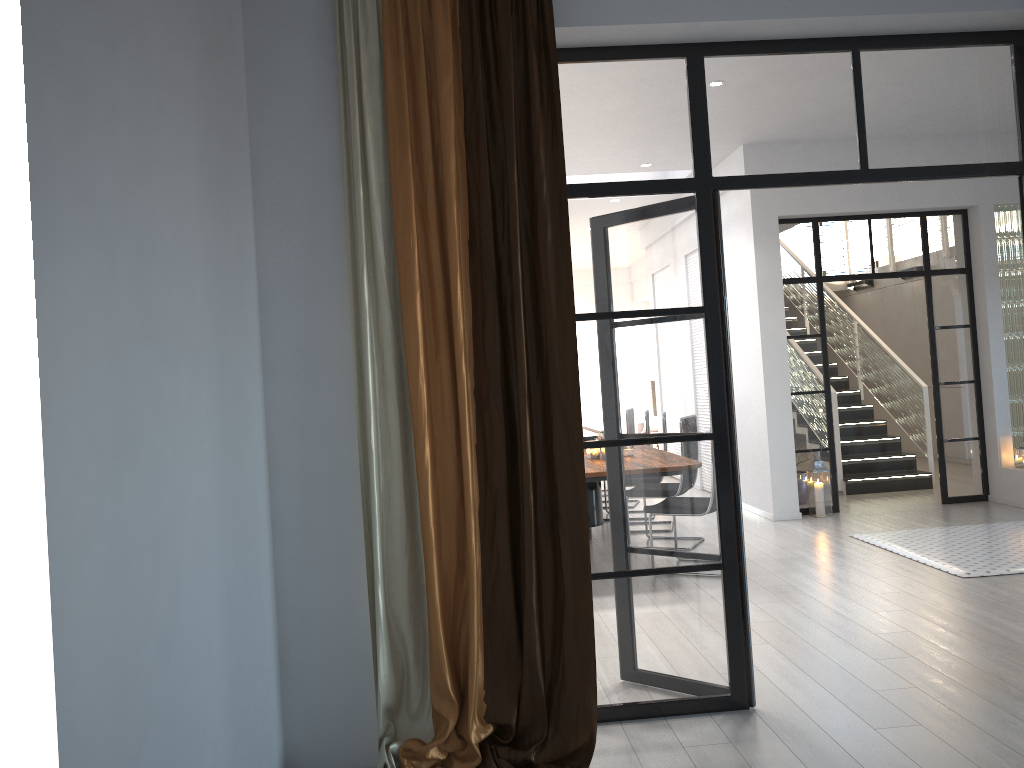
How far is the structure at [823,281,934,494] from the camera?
9.14m

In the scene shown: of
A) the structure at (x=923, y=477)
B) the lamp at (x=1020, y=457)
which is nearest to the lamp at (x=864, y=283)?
the structure at (x=923, y=477)

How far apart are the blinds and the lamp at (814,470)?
5.3 meters

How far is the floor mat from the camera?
5.64m

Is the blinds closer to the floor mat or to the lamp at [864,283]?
the floor mat

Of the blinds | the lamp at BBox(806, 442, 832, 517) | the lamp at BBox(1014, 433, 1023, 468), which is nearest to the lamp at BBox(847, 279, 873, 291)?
the lamp at BBox(1014, 433, 1023, 468)

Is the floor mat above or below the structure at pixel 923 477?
below

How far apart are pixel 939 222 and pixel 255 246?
7.0 meters

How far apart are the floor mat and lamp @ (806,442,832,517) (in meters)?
1.04

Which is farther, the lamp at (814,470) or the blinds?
the lamp at (814,470)
